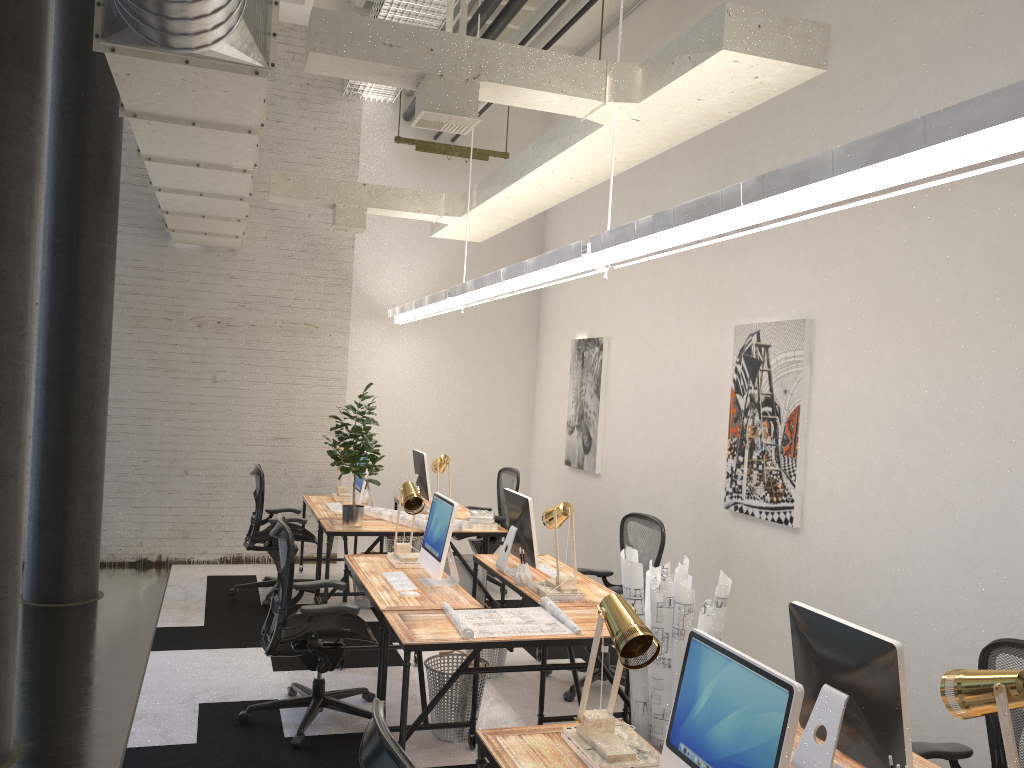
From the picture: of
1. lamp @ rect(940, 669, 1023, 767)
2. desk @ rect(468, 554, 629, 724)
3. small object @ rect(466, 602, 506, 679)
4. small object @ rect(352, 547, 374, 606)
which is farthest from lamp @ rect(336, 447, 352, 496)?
lamp @ rect(940, 669, 1023, 767)

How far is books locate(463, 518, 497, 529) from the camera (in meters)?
6.73

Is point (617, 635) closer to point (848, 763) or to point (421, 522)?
point (848, 763)

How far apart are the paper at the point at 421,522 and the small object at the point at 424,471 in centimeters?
76cm

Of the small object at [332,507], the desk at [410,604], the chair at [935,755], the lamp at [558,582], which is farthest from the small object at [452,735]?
the small object at [332,507]

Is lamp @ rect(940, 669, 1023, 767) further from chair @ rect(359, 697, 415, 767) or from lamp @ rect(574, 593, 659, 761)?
chair @ rect(359, 697, 415, 767)

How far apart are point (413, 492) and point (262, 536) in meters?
2.2 m

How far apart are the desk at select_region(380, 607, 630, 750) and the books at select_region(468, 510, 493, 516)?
2.4m

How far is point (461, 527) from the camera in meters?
6.6 m

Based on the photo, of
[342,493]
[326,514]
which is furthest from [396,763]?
[342,493]
